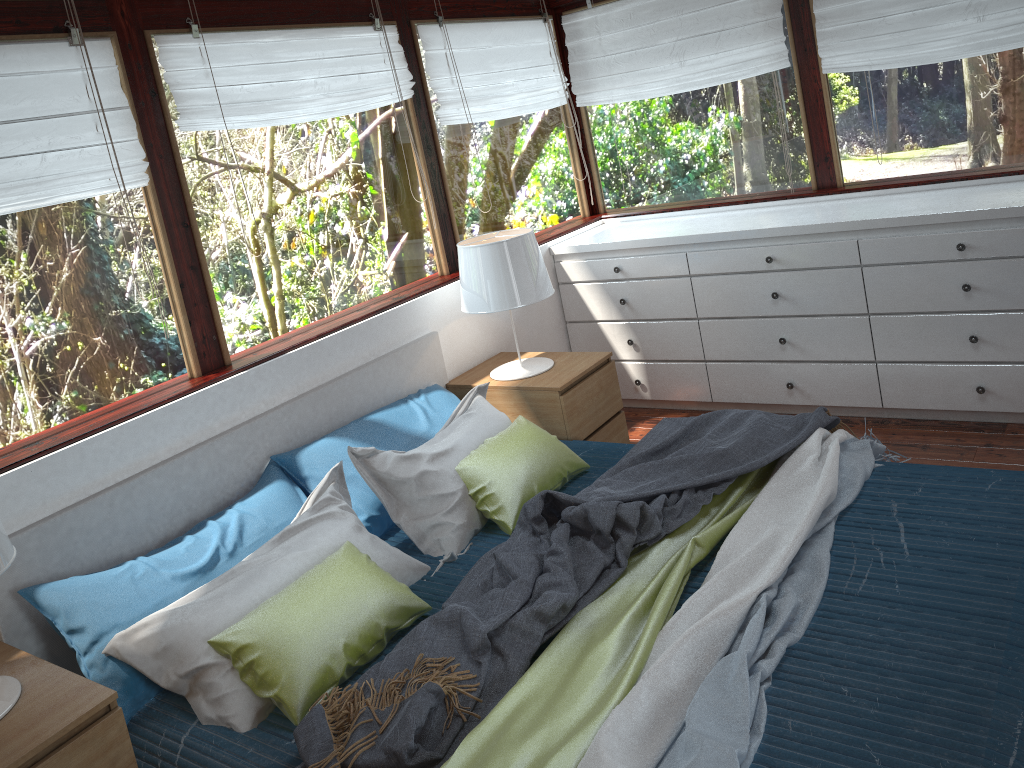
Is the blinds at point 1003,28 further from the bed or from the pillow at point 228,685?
the pillow at point 228,685

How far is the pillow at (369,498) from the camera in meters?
3.0

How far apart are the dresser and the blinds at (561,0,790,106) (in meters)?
0.64

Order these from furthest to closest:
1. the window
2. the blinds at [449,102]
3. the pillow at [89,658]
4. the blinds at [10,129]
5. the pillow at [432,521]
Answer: the blinds at [449,102]
the pillow at [432,521]
the window
the blinds at [10,129]
the pillow at [89,658]

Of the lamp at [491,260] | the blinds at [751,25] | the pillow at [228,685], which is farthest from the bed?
the blinds at [751,25]

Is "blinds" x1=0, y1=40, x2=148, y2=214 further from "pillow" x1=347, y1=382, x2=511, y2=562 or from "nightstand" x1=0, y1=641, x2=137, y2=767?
"nightstand" x1=0, y1=641, x2=137, y2=767

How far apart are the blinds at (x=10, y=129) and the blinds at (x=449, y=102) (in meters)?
1.52

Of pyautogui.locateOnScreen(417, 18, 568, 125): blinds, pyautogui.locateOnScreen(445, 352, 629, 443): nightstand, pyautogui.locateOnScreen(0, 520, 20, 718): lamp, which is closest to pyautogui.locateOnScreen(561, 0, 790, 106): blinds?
pyautogui.locateOnScreen(417, 18, 568, 125): blinds

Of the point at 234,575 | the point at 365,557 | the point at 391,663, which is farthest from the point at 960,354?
the point at 234,575

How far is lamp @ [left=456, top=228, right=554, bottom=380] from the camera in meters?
3.5 m
